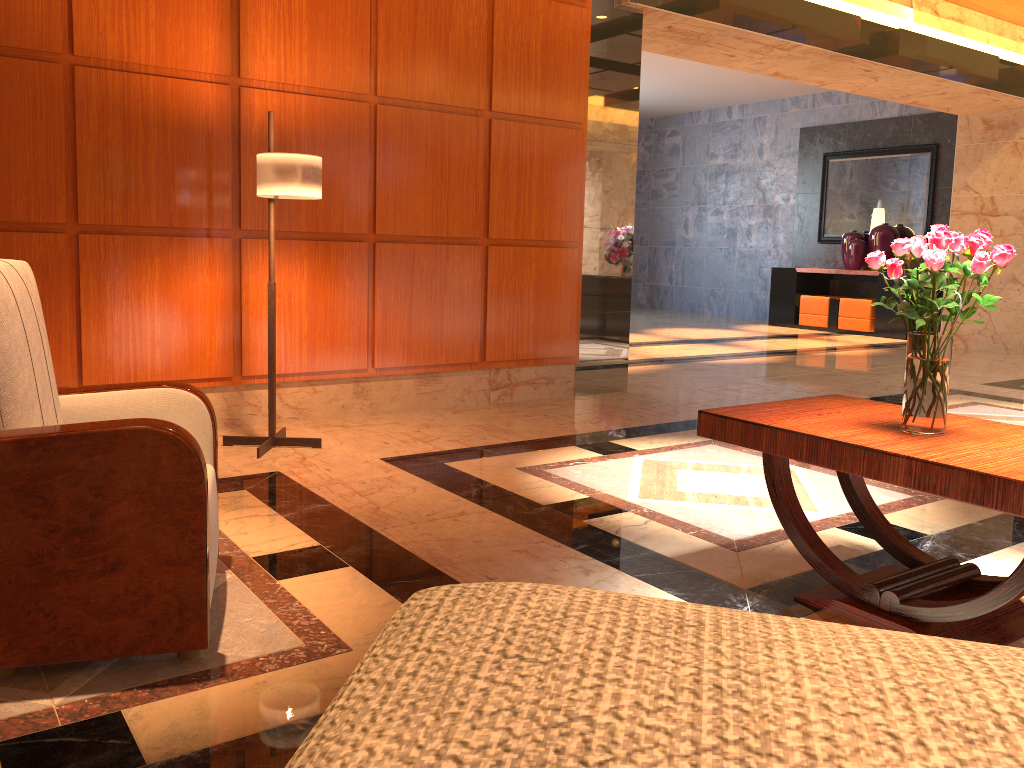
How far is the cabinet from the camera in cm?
1159

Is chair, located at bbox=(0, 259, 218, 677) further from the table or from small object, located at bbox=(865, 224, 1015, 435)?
small object, located at bbox=(865, 224, 1015, 435)

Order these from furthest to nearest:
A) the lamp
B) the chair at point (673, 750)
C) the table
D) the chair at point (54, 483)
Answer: the lamp, the table, the chair at point (54, 483), the chair at point (673, 750)

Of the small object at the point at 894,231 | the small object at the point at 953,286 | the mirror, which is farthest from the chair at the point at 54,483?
the mirror

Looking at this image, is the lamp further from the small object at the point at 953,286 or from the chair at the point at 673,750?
the chair at the point at 673,750

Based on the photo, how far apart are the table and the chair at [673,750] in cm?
217

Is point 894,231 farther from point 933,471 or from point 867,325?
point 933,471

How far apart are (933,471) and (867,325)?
10.34m

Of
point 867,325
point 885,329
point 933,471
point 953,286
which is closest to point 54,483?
point 933,471

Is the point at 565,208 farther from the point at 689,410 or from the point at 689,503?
A: the point at 689,503
